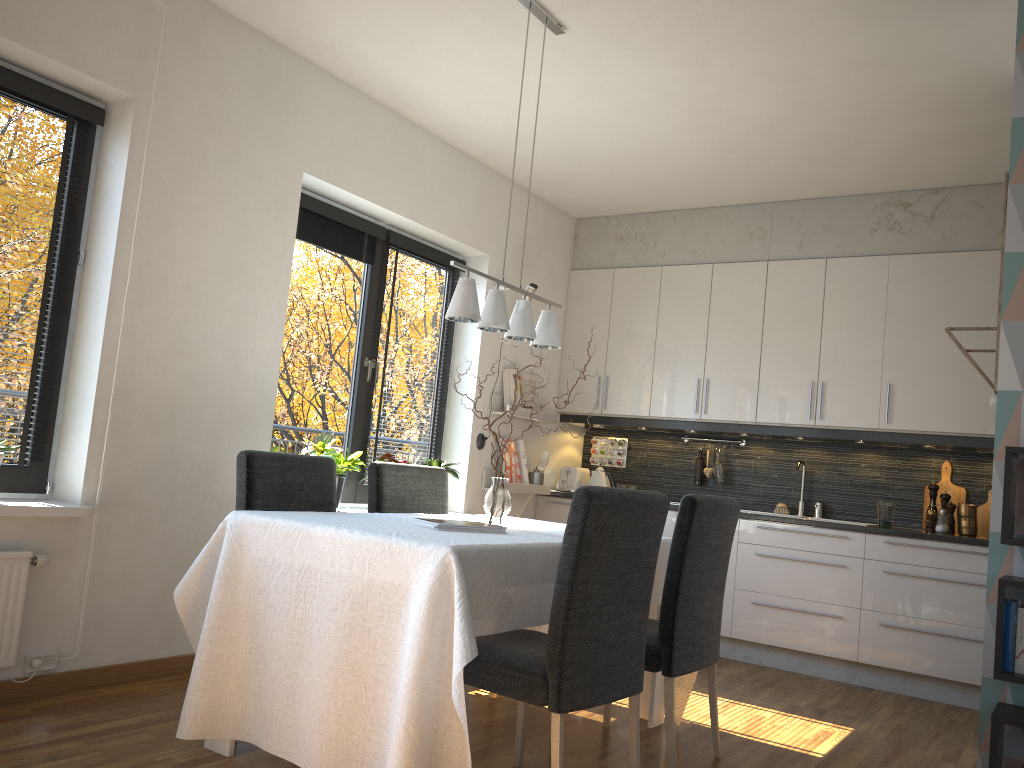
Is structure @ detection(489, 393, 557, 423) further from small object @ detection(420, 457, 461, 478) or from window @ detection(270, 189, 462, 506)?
small object @ detection(420, 457, 461, 478)

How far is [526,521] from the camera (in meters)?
3.91

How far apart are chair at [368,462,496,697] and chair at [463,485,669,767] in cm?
112

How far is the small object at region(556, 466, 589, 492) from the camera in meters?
6.0

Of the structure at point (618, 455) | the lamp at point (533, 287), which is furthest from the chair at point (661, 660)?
the structure at point (618, 455)

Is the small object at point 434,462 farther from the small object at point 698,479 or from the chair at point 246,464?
the small object at point 698,479

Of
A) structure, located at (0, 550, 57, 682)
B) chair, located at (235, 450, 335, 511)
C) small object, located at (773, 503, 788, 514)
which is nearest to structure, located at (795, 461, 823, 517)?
small object, located at (773, 503, 788, 514)

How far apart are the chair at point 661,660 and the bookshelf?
0.88m

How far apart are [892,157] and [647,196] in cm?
153

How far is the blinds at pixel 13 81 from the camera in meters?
3.2 m
